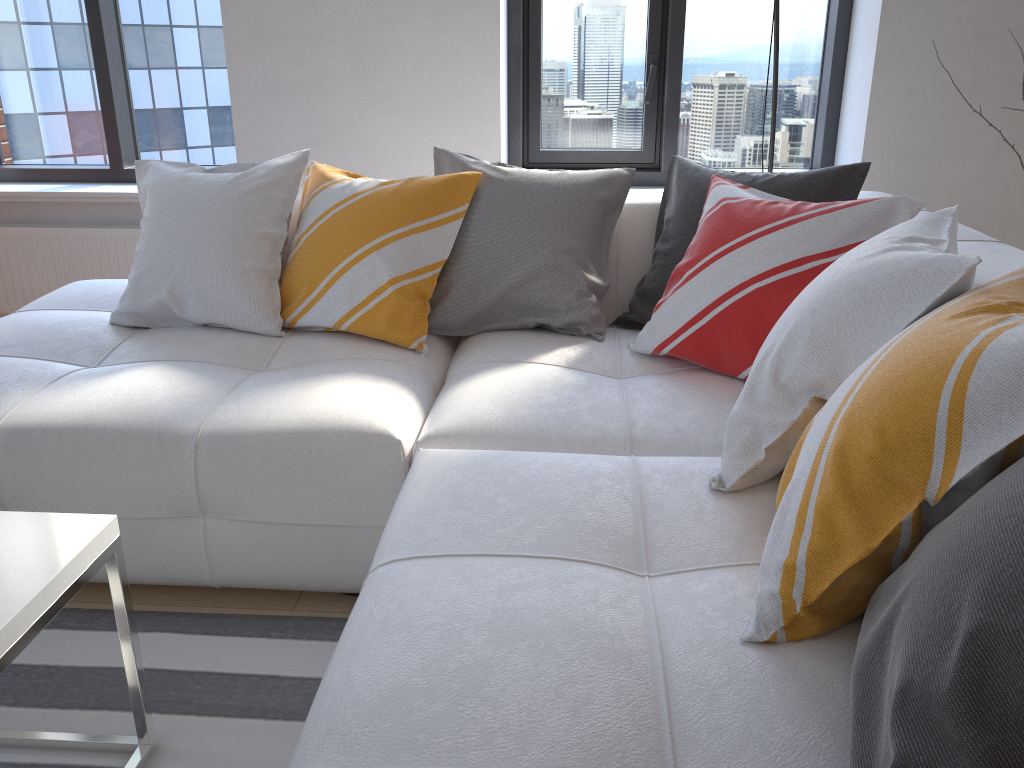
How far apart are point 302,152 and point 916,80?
2.1 meters

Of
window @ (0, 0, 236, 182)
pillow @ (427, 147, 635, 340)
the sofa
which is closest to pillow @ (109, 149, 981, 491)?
the sofa

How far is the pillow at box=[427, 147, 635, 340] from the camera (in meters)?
2.20

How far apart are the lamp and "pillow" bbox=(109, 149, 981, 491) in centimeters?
123cm

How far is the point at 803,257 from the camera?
1.8m

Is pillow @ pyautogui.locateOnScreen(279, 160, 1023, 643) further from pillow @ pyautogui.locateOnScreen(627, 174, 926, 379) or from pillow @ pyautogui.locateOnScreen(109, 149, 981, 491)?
pillow @ pyautogui.locateOnScreen(627, 174, 926, 379)

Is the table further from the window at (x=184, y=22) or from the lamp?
the window at (x=184, y=22)

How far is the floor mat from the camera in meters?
1.5

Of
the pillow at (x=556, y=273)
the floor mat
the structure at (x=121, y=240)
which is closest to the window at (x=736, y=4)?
the pillow at (x=556, y=273)

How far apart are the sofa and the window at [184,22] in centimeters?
121cm
